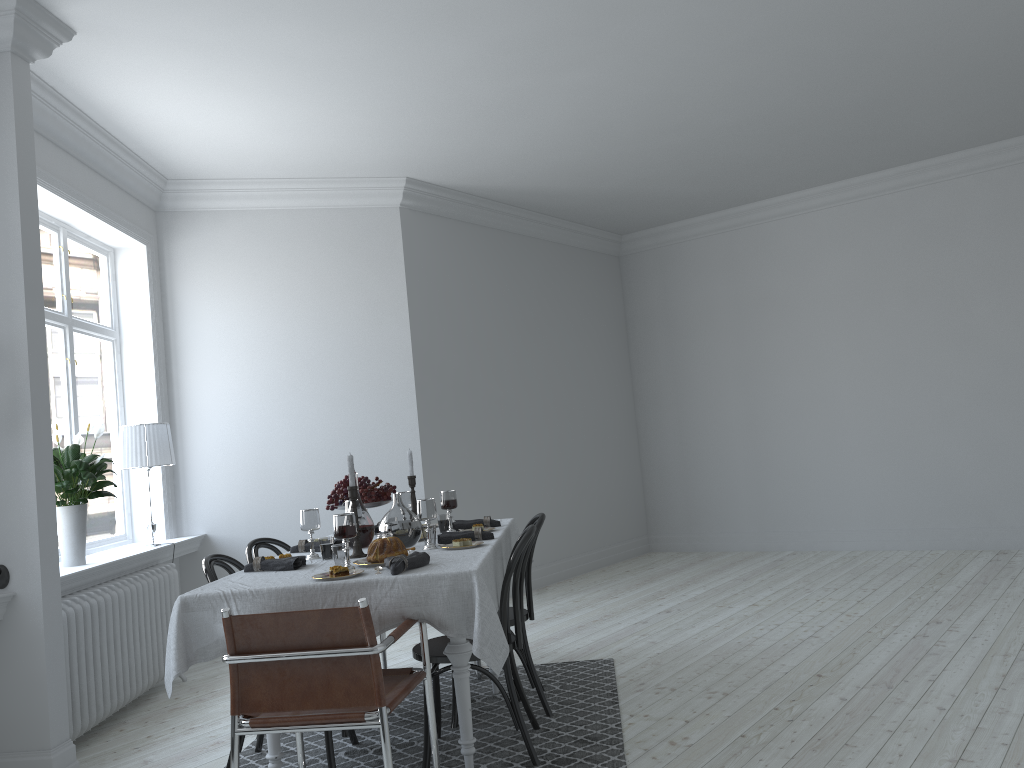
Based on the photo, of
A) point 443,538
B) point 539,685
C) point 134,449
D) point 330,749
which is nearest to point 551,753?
point 539,685

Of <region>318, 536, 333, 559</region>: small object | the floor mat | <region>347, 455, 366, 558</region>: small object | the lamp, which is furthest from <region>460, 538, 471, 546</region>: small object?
the lamp

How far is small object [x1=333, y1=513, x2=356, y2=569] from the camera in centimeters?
325cm

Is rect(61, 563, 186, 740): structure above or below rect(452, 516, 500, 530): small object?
below

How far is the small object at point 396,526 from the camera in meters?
3.8 m

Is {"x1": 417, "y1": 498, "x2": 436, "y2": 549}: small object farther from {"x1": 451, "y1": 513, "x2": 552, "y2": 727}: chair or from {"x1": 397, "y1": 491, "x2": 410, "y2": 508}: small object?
{"x1": 397, "y1": 491, "x2": 410, "y2": 508}: small object

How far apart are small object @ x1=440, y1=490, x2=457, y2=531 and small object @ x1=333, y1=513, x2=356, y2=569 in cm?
112

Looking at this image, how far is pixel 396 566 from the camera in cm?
307

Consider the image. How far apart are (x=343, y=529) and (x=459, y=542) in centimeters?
61cm

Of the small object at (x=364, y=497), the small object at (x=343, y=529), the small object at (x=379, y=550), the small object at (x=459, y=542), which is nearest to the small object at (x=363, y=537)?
the small object at (x=364, y=497)
